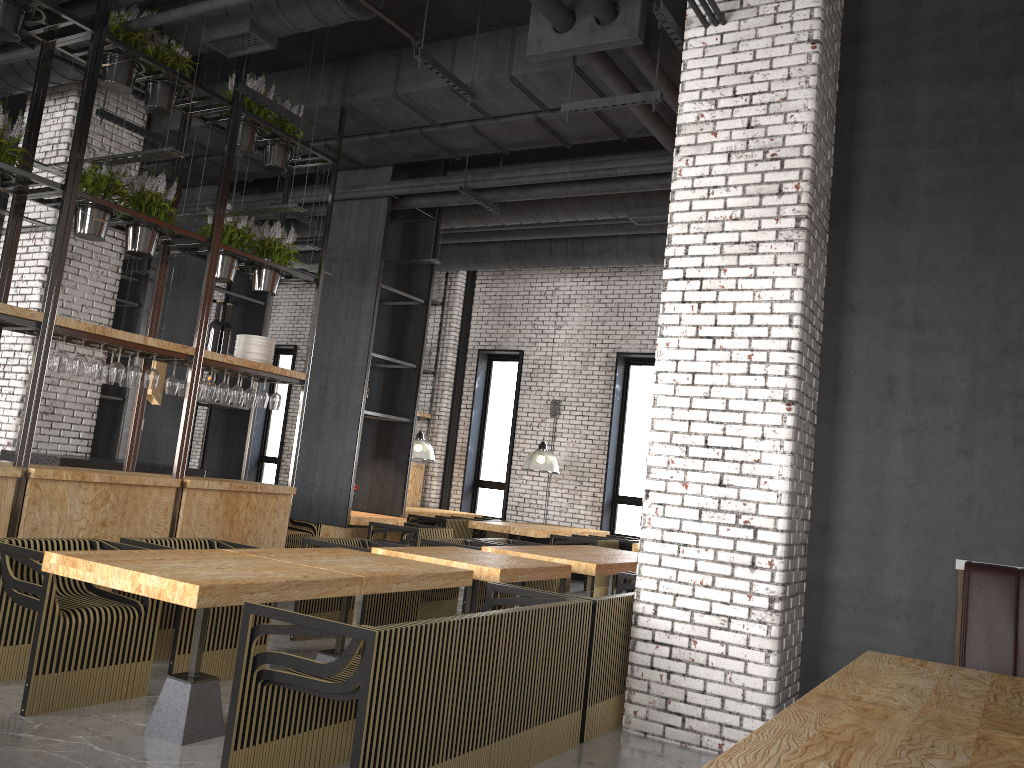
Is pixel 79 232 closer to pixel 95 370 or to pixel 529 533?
pixel 95 370

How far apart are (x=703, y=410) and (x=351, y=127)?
5.1 meters

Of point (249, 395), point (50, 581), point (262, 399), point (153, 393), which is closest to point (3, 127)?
point (249, 395)

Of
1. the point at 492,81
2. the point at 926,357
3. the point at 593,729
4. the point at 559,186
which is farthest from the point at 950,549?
the point at 559,186

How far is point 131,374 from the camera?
6.41m

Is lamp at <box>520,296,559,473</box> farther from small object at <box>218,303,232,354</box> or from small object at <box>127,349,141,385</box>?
small object at <box>127,349,141,385</box>

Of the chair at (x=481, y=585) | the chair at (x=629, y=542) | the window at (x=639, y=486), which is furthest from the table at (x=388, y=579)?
the window at (x=639, y=486)

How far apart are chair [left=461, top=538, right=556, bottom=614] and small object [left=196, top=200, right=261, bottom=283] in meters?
3.6

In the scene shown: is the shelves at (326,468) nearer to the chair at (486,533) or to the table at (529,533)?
the table at (529,533)

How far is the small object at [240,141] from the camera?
7.3m
